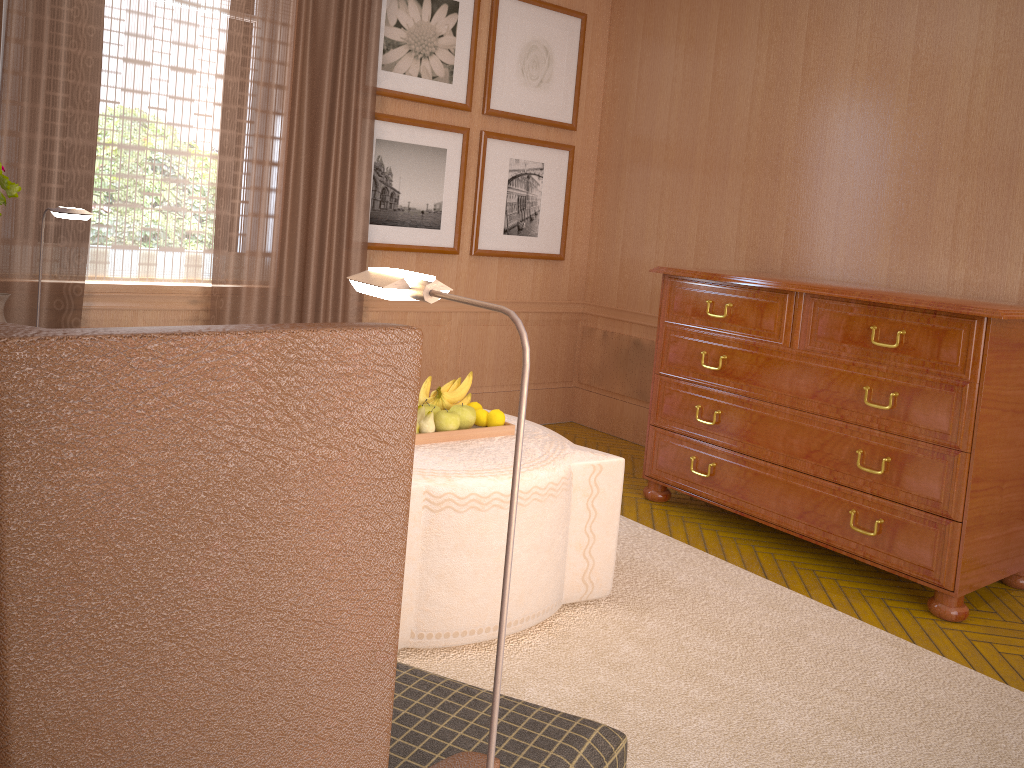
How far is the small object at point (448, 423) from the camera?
5.1m

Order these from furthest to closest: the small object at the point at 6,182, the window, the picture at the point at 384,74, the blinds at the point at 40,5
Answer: the picture at the point at 384,74
the window
the blinds at the point at 40,5
the small object at the point at 6,182

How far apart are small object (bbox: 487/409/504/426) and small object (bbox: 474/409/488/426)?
0.0 meters

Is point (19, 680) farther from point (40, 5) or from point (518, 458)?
point (40, 5)

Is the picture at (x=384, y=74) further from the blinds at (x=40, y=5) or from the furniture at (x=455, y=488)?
the furniture at (x=455, y=488)

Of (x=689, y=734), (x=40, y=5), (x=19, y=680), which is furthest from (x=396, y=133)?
(x=19, y=680)

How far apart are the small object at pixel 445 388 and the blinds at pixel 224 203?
2.4m

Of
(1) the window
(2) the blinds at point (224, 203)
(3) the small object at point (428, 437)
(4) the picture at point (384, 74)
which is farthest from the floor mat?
(4) the picture at point (384, 74)

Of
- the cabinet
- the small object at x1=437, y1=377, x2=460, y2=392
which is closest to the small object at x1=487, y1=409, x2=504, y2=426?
the small object at x1=437, y1=377, x2=460, y2=392

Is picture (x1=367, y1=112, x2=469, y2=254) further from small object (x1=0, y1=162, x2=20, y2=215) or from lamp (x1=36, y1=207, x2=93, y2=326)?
small object (x1=0, y1=162, x2=20, y2=215)
